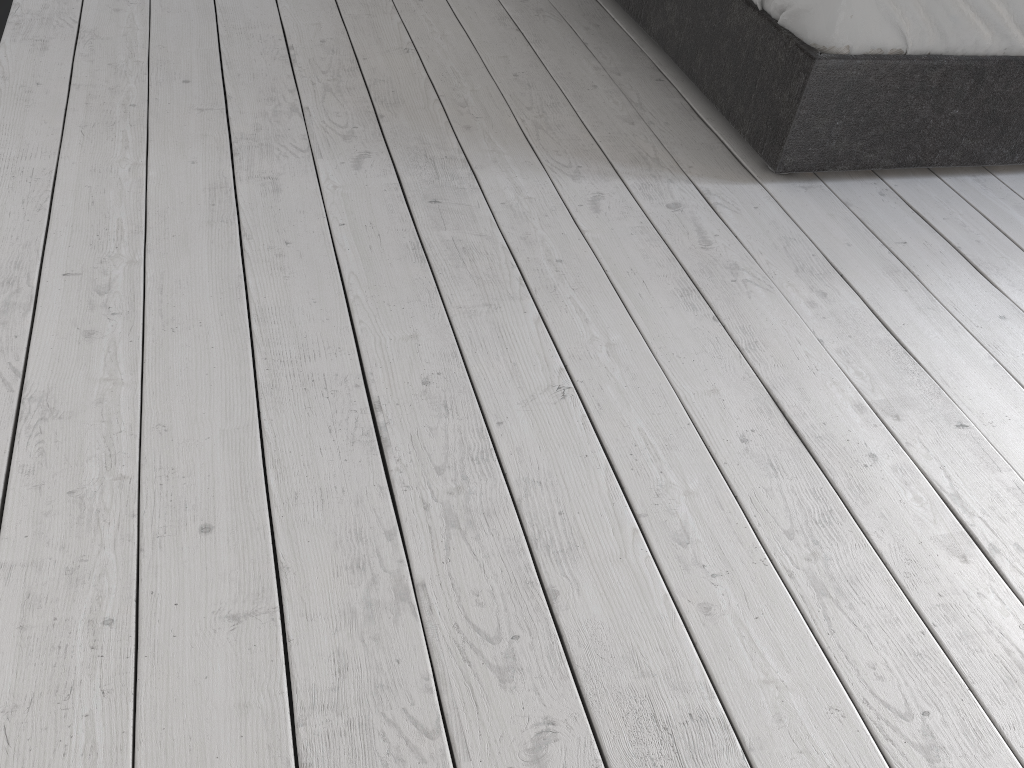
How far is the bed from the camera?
1.9m

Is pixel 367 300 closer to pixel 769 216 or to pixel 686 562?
pixel 686 562

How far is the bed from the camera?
1.9m

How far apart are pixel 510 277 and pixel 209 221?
0.6m

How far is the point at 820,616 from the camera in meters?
1.2
